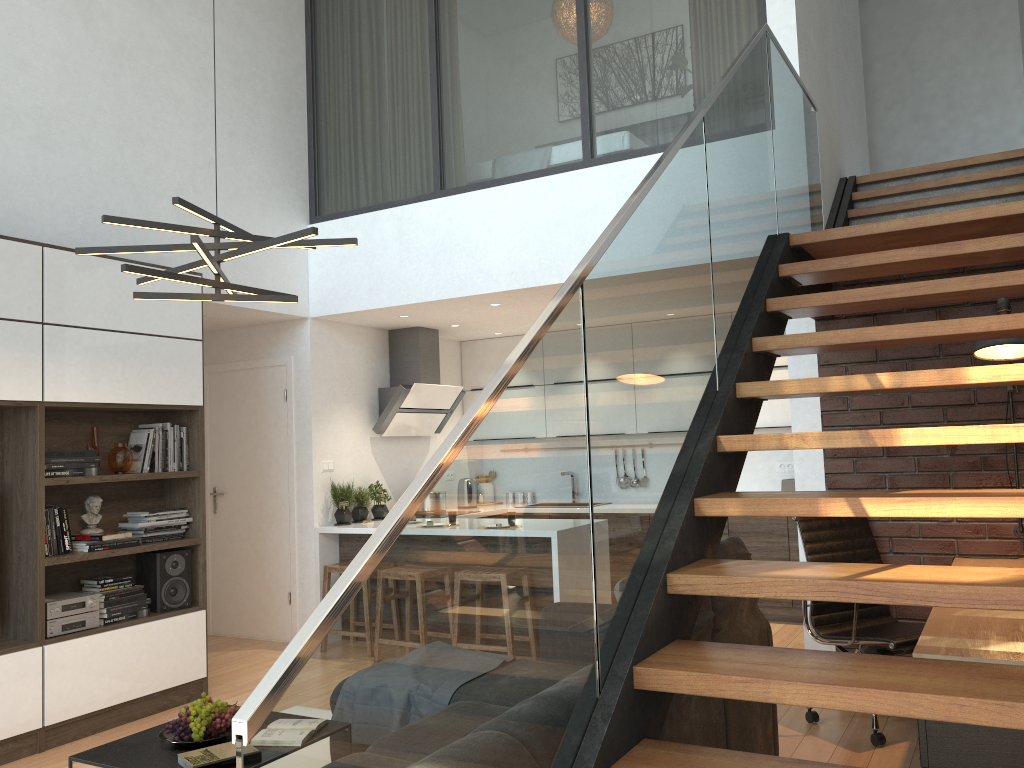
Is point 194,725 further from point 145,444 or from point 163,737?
point 145,444

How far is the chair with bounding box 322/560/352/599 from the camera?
6.18m

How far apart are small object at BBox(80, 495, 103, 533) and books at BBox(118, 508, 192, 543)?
0.16m

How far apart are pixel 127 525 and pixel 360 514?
2.1 meters

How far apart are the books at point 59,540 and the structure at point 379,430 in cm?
287

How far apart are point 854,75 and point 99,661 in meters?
6.6 m

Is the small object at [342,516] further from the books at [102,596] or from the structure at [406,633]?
the structure at [406,633]

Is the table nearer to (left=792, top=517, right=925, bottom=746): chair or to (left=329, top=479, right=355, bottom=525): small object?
(left=792, top=517, right=925, bottom=746): chair

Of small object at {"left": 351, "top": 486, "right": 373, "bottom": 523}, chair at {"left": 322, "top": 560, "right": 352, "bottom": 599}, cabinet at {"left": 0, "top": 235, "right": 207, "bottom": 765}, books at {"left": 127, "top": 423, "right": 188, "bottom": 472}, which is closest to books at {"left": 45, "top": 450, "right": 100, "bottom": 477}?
cabinet at {"left": 0, "top": 235, "right": 207, "bottom": 765}

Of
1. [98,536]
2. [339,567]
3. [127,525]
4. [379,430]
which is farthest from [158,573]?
[379,430]
